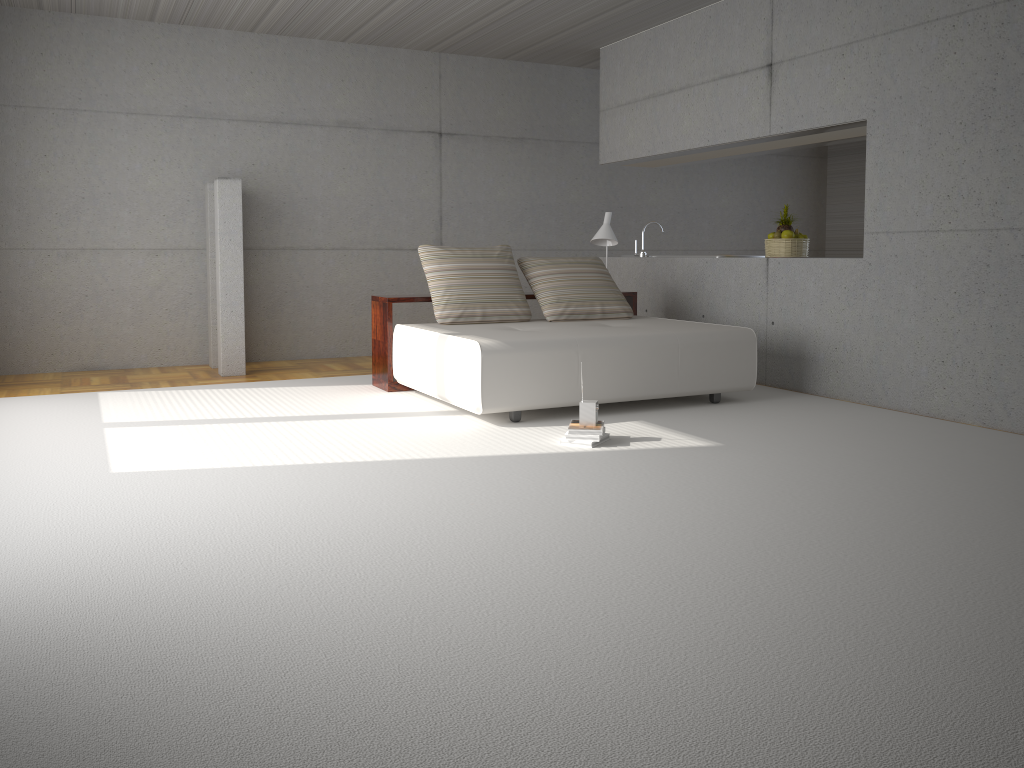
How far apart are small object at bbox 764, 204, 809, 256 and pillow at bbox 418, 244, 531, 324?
2.10m

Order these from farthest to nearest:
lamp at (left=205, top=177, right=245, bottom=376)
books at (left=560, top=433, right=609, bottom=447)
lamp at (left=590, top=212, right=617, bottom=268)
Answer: lamp at (left=590, top=212, right=617, bottom=268) → lamp at (left=205, top=177, right=245, bottom=376) → books at (left=560, top=433, right=609, bottom=447)

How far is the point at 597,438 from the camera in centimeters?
480cm

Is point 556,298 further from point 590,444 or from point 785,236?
point 590,444

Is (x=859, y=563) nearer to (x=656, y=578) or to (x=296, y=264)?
(x=656, y=578)

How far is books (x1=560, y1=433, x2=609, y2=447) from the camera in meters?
4.8 m

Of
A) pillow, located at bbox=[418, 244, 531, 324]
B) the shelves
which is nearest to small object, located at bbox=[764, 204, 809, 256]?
the shelves

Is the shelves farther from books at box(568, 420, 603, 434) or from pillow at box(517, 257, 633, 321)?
books at box(568, 420, 603, 434)

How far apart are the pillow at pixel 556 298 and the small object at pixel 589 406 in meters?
2.0

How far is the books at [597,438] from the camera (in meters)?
4.80
